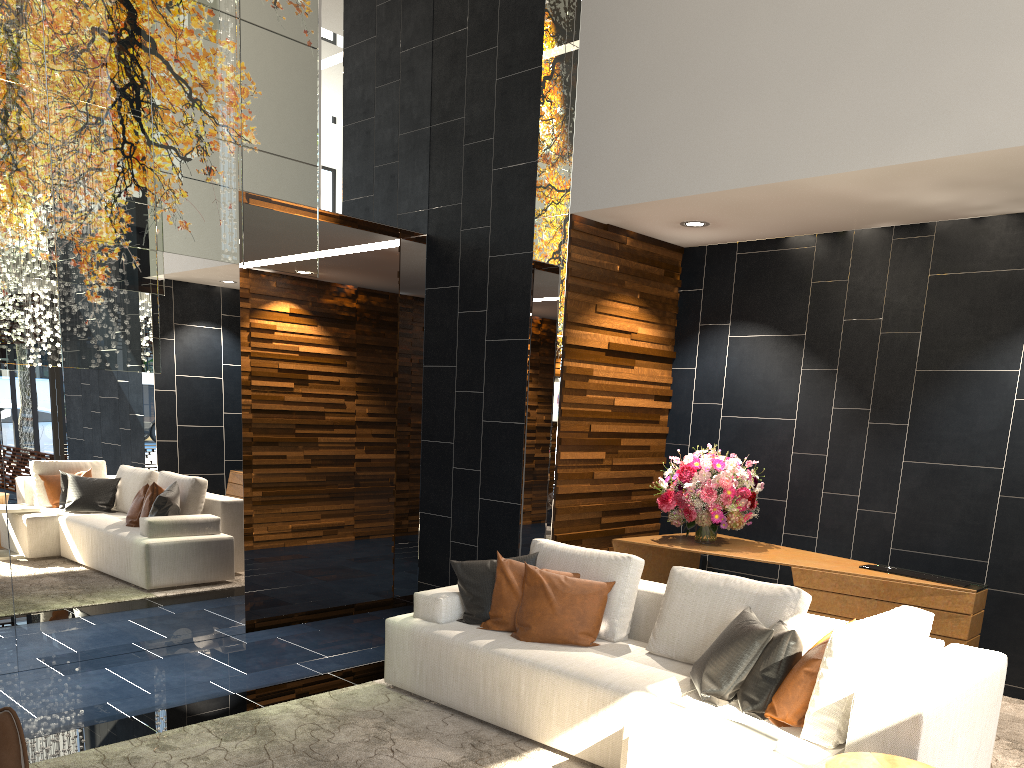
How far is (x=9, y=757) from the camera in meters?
2.6

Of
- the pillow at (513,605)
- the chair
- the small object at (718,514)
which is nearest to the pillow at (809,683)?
the pillow at (513,605)

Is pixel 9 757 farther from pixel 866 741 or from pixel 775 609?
pixel 775 609

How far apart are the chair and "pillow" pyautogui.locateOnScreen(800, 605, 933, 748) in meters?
2.5 m

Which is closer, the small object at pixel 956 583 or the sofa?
the sofa

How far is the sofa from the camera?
2.81m

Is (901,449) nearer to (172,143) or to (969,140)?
(969,140)

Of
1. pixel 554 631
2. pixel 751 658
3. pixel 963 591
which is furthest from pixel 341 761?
pixel 963 591

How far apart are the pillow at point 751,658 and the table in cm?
23

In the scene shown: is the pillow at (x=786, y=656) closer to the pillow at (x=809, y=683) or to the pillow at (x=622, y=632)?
the pillow at (x=809, y=683)
